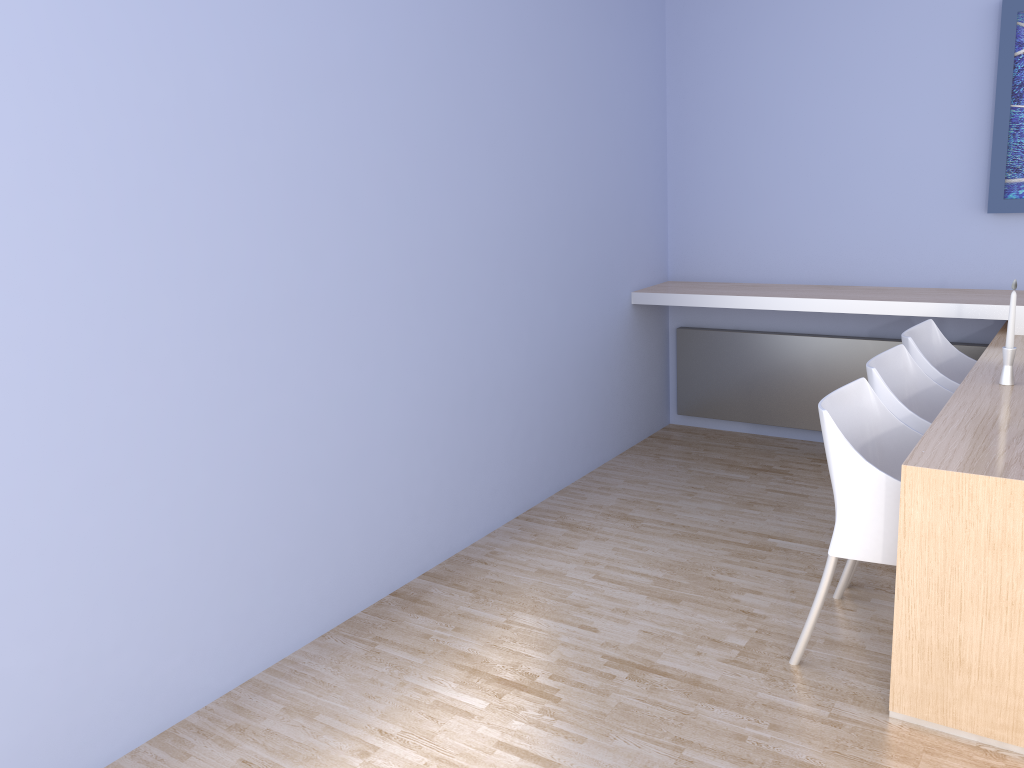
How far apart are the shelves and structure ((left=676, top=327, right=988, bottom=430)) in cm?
26

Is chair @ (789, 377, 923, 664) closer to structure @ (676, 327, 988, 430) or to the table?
the table

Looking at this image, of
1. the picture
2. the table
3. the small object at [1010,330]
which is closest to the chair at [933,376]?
the table

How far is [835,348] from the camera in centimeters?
450cm

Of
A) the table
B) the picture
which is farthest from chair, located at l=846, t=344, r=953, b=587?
the picture

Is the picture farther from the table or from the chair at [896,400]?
the chair at [896,400]

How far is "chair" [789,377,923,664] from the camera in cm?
244

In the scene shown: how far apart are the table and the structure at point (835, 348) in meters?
0.4

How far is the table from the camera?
2.2 meters

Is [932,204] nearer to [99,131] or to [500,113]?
[500,113]
